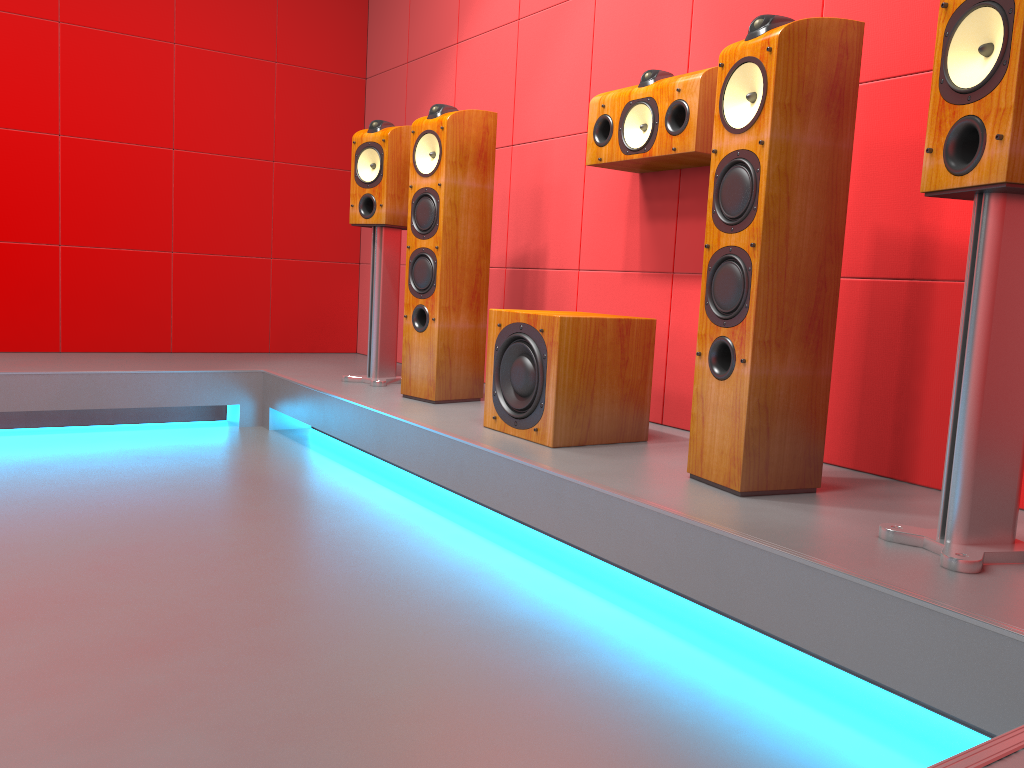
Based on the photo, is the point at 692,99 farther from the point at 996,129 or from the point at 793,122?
the point at 996,129

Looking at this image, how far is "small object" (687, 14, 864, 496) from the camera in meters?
1.9

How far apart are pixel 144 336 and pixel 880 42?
3.5m

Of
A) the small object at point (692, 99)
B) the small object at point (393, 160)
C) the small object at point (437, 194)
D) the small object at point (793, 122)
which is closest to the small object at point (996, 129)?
the small object at point (793, 122)

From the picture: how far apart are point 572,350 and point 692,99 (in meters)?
0.78

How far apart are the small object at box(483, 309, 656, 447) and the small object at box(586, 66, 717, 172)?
0.5m

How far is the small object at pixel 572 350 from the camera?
2.41m

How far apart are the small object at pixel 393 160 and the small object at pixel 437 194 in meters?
0.3

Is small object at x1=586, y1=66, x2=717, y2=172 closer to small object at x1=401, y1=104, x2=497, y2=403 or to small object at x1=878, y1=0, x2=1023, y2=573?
small object at x1=401, y1=104, x2=497, y2=403

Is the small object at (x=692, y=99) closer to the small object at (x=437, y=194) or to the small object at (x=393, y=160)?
the small object at (x=437, y=194)
